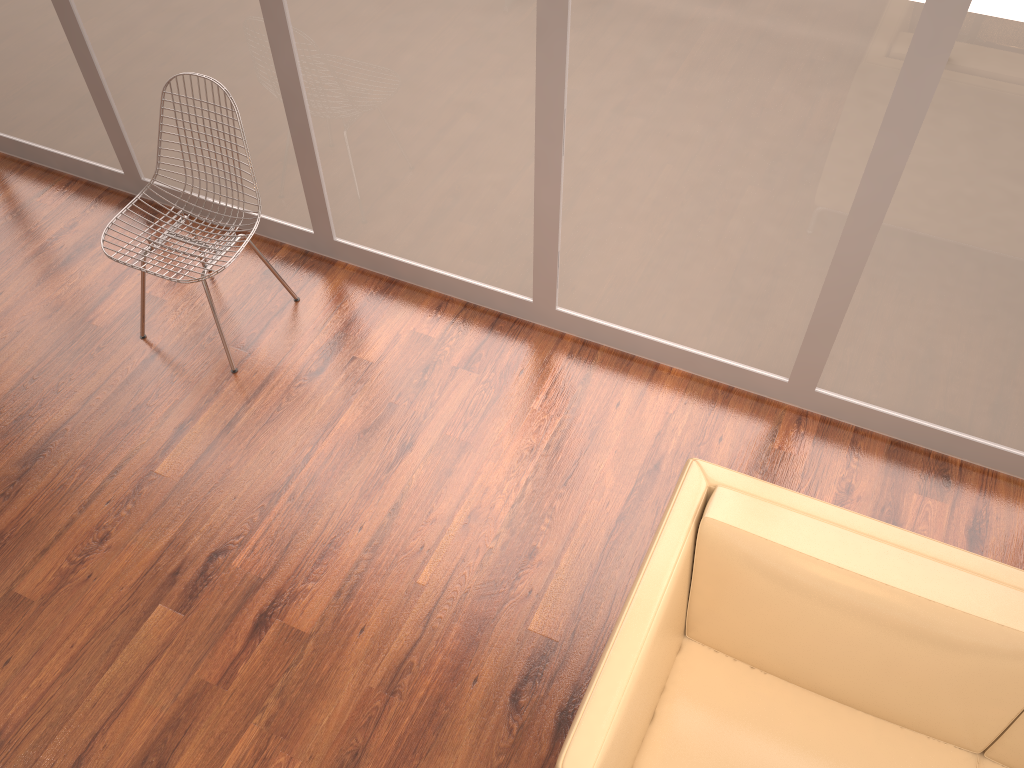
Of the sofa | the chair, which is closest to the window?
the chair

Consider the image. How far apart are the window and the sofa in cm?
102

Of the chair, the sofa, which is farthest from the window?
the sofa

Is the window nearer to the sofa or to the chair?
the chair

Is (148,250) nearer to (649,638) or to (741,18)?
(741,18)

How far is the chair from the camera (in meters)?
3.25

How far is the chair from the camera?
3.25m

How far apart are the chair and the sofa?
1.9m

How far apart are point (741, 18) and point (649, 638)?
1.7m

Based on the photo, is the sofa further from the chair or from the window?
the chair
